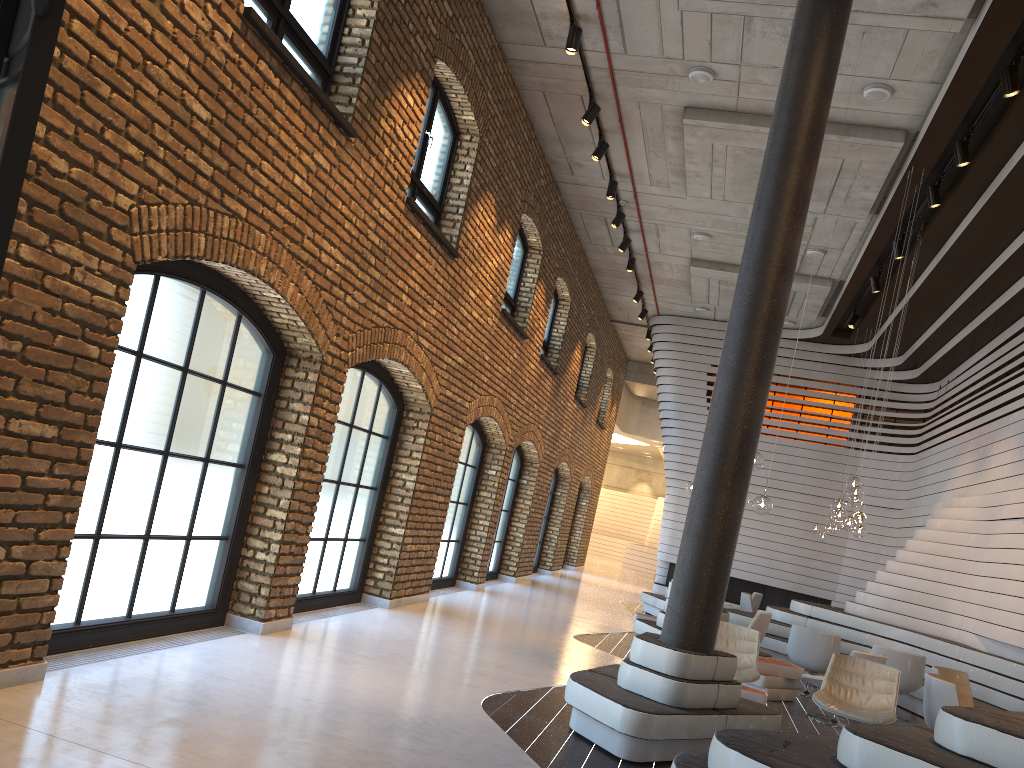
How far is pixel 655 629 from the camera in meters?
10.2

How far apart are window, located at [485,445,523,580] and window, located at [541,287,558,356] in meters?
1.8

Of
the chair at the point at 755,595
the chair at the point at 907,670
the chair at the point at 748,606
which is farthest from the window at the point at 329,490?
the chair at the point at 755,595

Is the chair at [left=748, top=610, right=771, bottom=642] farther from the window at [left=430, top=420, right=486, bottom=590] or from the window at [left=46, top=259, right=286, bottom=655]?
the window at [left=46, top=259, right=286, bottom=655]

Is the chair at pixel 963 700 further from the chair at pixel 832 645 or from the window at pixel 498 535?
the window at pixel 498 535

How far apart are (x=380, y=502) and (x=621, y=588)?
12.11m

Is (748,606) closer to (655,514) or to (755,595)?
(755,595)

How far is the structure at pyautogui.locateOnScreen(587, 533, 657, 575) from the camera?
30.8 meters

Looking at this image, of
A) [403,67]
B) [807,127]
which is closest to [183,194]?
[403,67]

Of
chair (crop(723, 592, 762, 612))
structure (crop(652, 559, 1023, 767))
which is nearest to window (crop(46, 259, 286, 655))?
structure (crop(652, 559, 1023, 767))
